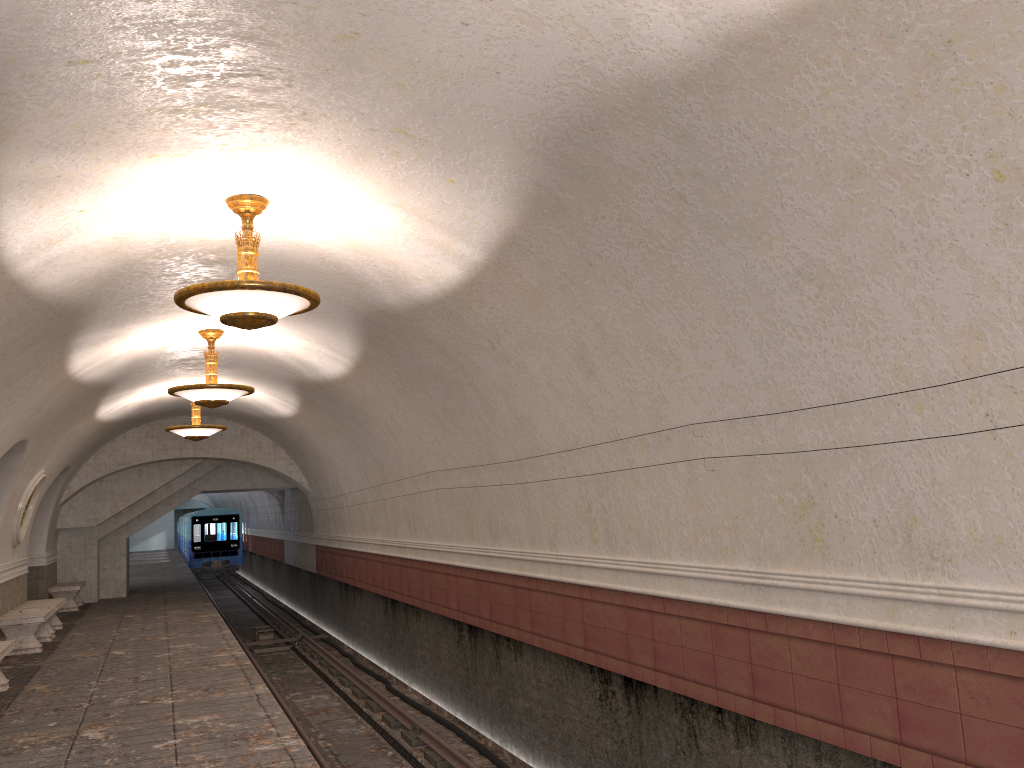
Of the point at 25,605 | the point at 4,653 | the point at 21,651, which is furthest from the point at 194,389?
the point at 25,605

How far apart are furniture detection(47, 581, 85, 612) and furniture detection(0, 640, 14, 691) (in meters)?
9.26

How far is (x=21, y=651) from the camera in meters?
12.3

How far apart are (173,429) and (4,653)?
5.94m

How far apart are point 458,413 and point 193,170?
4.5 meters

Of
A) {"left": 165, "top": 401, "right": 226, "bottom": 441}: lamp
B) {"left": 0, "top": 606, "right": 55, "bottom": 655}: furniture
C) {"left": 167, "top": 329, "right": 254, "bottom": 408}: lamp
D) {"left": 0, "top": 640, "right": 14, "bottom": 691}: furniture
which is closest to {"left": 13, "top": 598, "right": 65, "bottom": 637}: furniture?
{"left": 0, "top": 606, "right": 55, "bottom": 655}: furniture

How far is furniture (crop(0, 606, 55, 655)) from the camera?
12.3 meters

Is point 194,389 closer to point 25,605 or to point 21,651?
point 21,651

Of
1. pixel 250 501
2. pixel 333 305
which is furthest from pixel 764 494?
pixel 250 501

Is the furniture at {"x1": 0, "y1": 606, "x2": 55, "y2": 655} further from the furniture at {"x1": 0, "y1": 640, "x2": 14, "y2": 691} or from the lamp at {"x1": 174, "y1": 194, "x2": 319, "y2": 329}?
the lamp at {"x1": 174, "y1": 194, "x2": 319, "y2": 329}
